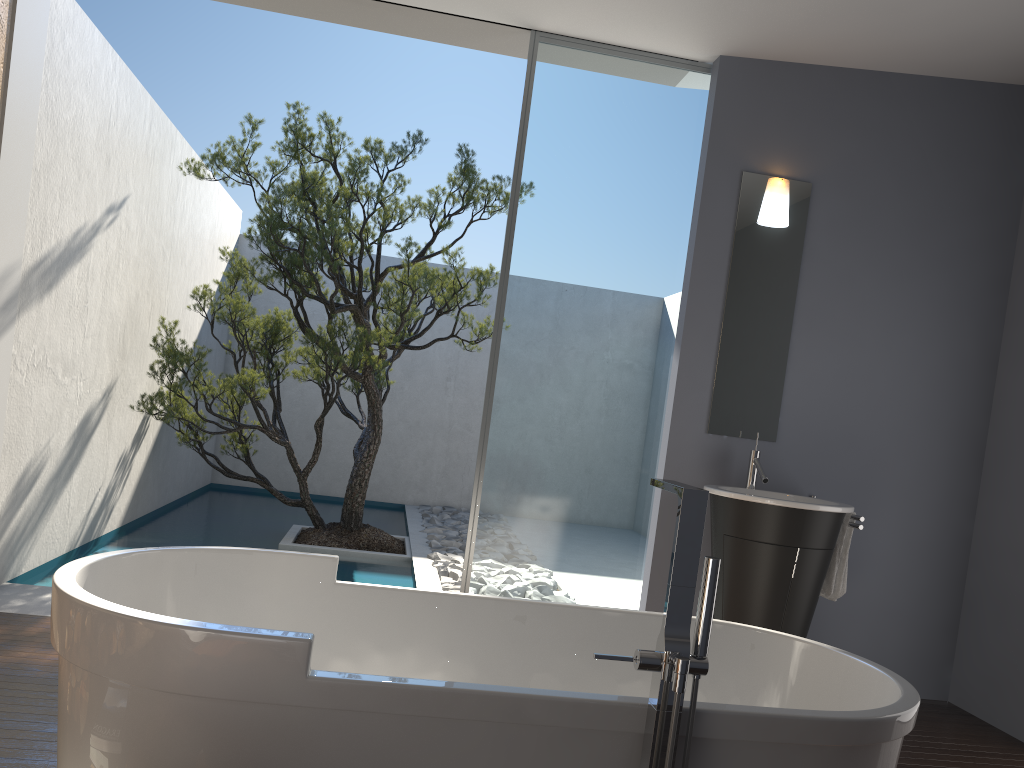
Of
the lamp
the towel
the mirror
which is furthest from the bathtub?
the lamp

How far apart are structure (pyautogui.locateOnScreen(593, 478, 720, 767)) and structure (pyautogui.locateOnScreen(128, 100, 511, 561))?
4.2 meters

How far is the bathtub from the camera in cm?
167

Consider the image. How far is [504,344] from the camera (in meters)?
4.28

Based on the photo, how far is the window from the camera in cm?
428

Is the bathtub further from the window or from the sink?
the window

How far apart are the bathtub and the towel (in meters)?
1.58

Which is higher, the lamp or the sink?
the lamp

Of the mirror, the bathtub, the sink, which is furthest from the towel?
the bathtub

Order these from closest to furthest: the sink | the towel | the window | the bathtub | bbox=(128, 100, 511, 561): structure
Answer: the bathtub < the sink < the towel < the window < bbox=(128, 100, 511, 561): structure
